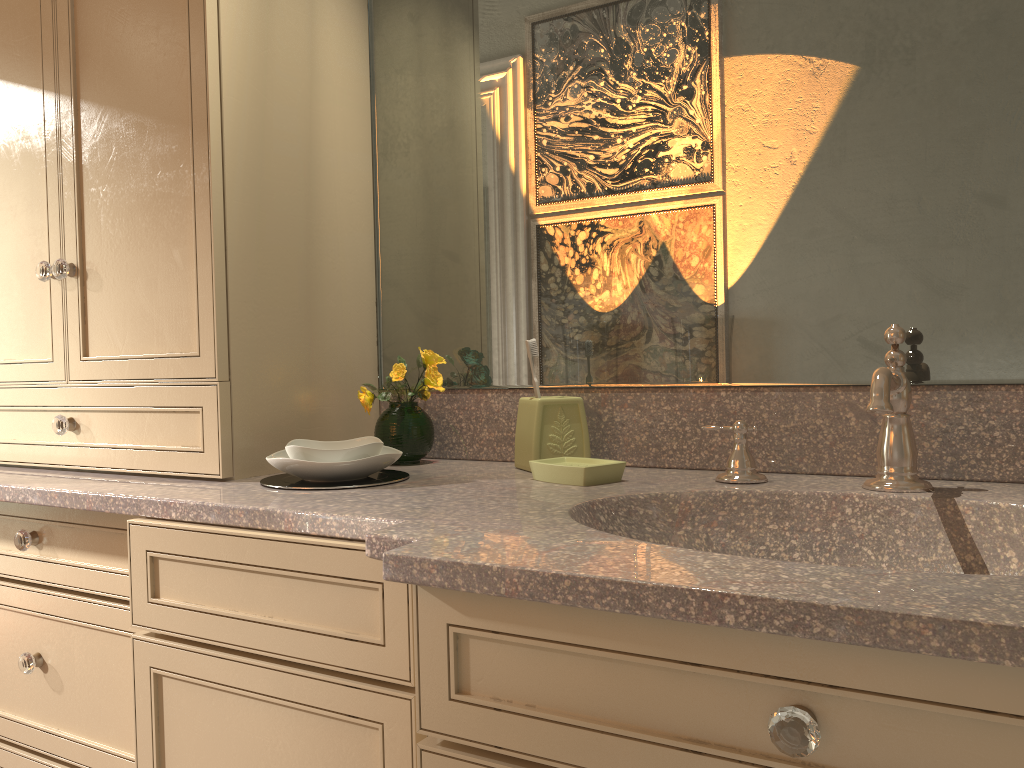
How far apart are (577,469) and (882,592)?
0.61m

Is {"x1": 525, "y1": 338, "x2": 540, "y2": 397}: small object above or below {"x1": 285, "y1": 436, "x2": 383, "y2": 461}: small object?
above

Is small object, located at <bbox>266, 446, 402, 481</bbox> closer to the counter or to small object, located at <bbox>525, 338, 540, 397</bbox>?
the counter

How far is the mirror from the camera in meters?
1.2 m

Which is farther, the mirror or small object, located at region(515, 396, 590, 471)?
small object, located at region(515, 396, 590, 471)

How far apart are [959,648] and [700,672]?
0.2 meters

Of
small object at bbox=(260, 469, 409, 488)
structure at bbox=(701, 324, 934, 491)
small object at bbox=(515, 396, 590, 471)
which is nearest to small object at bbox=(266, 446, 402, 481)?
small object at bbox=(260, 469, 409, 488)

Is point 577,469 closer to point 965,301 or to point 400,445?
point 400,445

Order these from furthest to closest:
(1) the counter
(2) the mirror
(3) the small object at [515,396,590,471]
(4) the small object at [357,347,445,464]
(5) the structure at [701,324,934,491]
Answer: (4) the small object at [357,347,445,464]
(3) the small object at [515,396,590,471]
(2) the mirror
(5) the structure at [701,324,934,491]
(1) the counter

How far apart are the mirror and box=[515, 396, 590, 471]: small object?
0.1m
